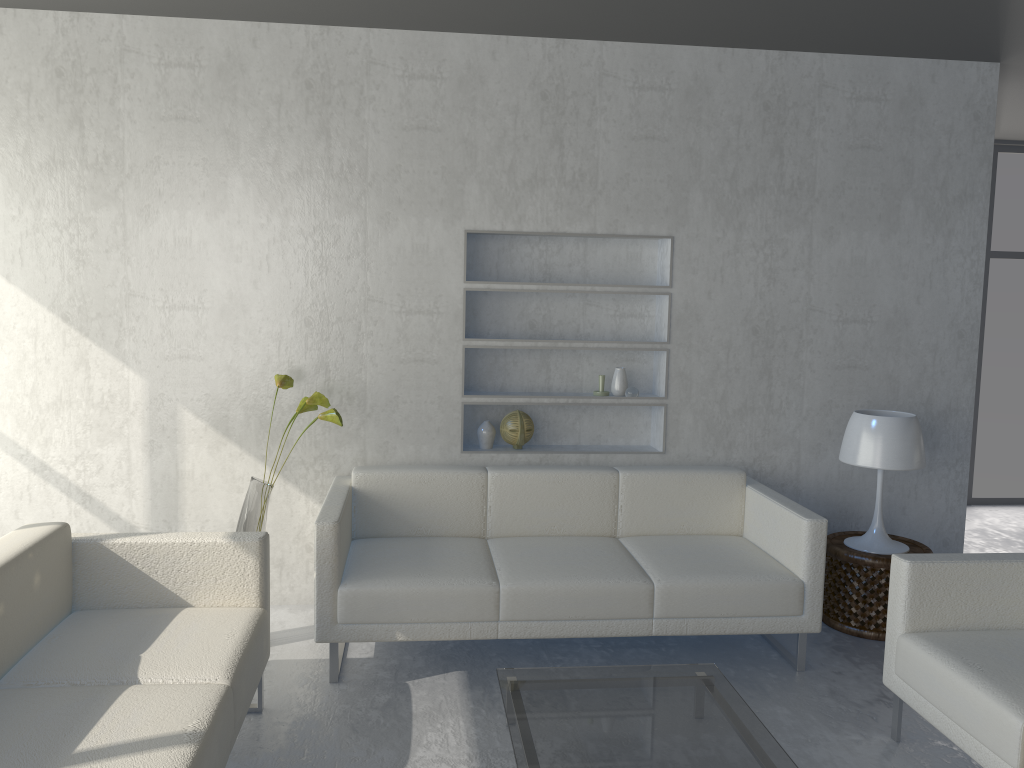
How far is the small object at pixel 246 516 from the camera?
3.42m

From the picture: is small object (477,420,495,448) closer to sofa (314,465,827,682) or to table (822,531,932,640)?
sofa (314,465,827,682)

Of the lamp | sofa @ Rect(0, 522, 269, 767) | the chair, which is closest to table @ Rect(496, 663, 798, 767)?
the chair

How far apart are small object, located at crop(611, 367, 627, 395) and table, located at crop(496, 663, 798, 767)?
1.5 meters

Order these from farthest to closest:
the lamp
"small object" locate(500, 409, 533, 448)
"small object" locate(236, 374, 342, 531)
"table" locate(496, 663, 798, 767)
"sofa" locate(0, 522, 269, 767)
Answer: "small object" locate(500, 409, 533, 448)
the lamp
"small object" locate(236, 374, 342, 531)
"table" locate(496, 663, 798, 767)
"sofa" locate(0, 522, 269, 767)

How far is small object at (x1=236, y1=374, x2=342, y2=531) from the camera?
3.4 meters

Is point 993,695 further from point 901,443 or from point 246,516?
point 246,516

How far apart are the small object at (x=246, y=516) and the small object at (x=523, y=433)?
0.9 meters

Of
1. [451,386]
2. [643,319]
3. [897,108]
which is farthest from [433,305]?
[897,108]

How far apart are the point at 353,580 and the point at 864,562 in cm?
209
